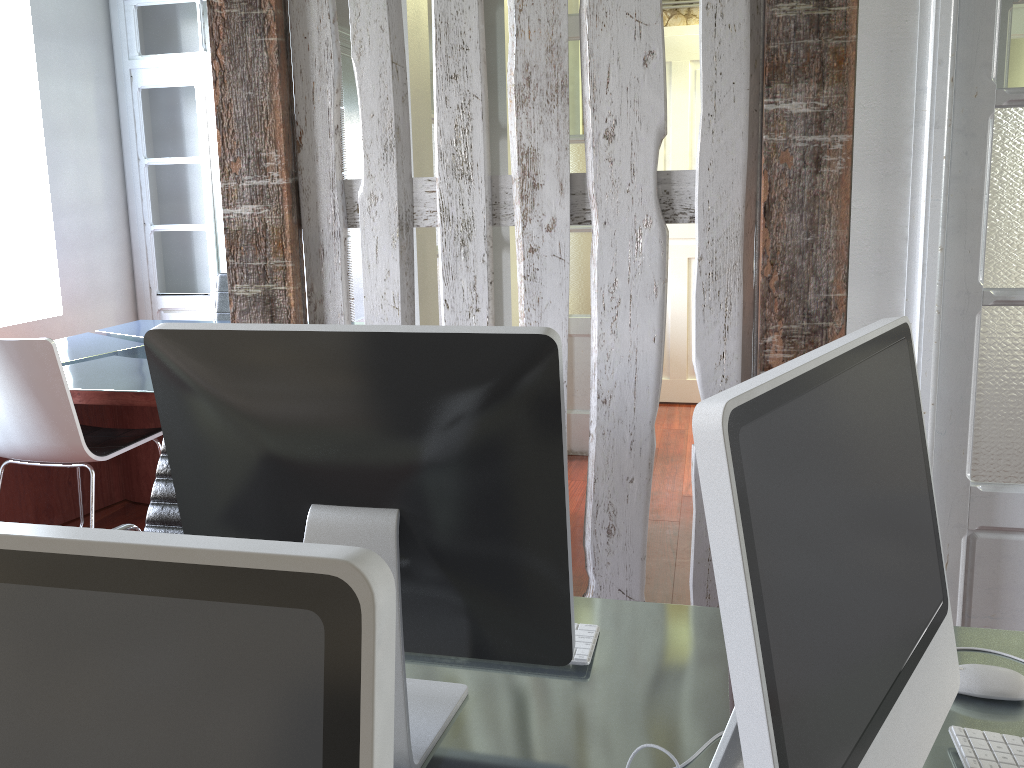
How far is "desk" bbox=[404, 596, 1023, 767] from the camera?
1.0m

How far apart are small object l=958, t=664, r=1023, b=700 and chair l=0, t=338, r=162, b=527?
2.8 meters

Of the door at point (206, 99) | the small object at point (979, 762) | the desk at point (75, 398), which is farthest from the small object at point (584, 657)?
the door at point (206, 99)

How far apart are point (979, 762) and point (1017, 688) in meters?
0.2 m

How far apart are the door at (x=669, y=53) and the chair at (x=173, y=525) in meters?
4.0 m

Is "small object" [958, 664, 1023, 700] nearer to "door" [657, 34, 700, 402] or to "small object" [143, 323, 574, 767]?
"small object" [143, 323, 574, 767]

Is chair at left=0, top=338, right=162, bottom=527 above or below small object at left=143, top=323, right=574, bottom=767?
below

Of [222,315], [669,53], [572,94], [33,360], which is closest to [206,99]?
[222,315]

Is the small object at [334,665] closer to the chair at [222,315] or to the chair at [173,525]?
the chair at [173,525]

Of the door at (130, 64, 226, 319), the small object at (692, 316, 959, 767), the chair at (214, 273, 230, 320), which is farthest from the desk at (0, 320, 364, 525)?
the small object at (692, 316, 959, 767)
